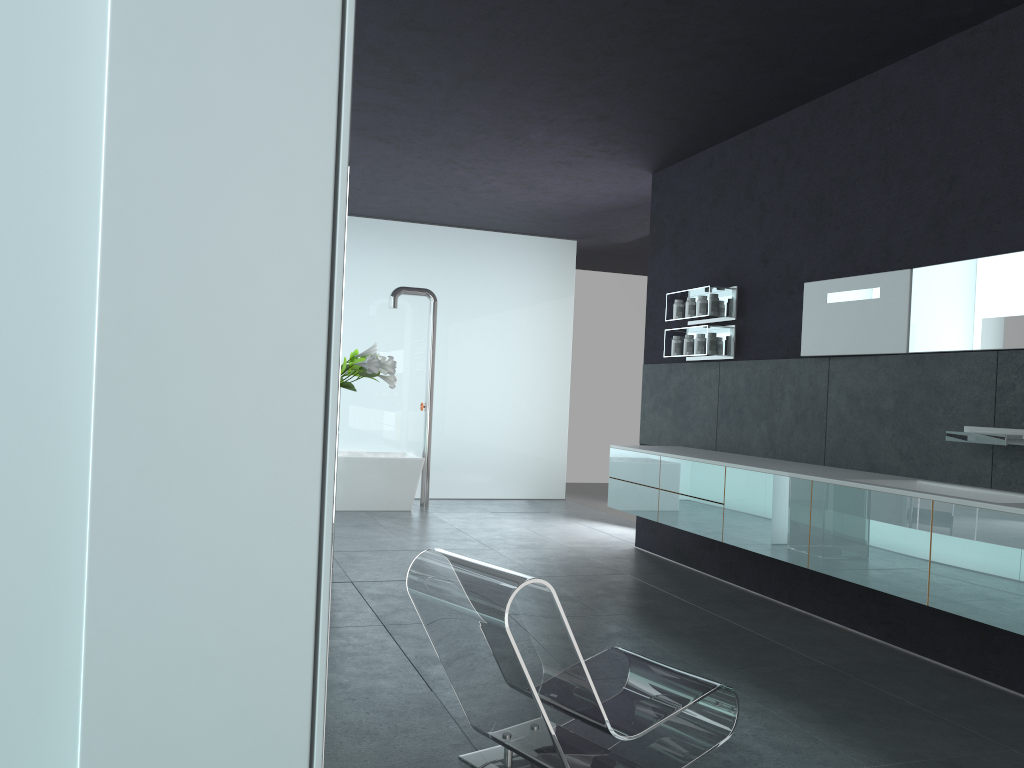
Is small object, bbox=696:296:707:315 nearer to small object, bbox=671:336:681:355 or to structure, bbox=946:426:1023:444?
small object, bbox=671:336:681:355

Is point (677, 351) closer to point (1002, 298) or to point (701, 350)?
point (701, 350)

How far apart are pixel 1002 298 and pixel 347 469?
7.57m

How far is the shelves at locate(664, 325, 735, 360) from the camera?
7.4 meters

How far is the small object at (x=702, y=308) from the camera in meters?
7.6

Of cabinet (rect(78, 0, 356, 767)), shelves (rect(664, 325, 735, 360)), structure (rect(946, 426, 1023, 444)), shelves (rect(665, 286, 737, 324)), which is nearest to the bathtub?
shelves (rect(664, 325, 735, 360))

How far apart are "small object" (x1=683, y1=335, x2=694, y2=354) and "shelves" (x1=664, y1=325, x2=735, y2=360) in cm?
9

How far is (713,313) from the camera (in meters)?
7.42

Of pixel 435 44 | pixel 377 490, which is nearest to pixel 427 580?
pixel 435 44

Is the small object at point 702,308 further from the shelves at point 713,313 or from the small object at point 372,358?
the small object at point 372,358
